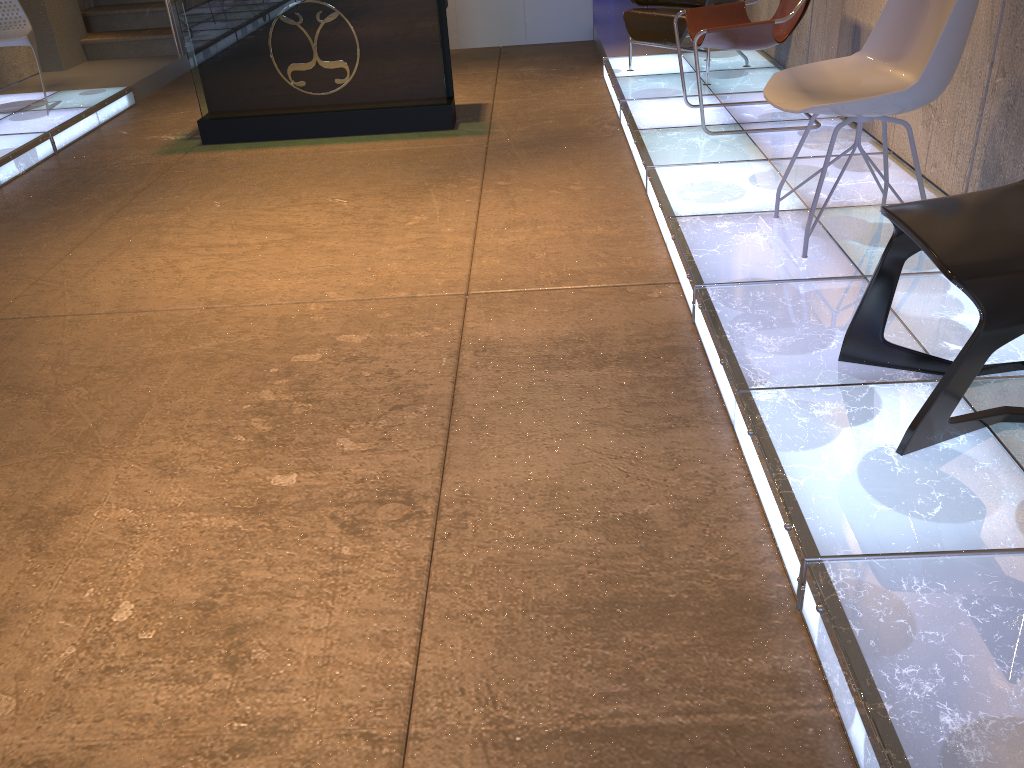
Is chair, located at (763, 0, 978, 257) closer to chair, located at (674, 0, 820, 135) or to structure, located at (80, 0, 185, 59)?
chair, located at (674, 0, 820, 135)

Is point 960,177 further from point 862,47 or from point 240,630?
point 240,630

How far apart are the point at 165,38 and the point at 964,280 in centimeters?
787cm

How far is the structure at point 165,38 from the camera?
8.0 meters

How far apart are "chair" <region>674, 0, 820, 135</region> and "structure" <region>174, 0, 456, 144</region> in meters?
1.5 m

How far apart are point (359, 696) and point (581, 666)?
0.45m

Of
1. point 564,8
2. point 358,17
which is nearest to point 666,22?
point 358,17

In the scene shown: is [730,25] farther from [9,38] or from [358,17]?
[9,38]

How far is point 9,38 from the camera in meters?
5.9

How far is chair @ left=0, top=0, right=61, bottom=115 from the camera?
5.87m
